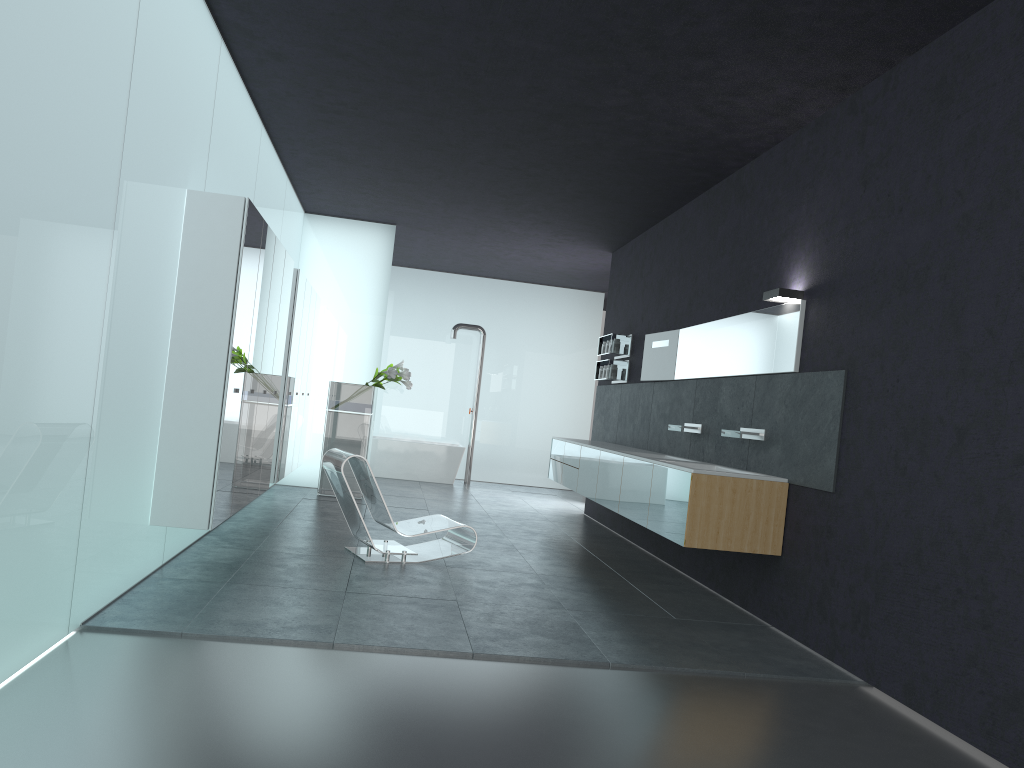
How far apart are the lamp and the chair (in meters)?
A: 3.13

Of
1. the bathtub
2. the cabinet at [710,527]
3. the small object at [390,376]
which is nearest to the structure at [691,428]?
the cabinet at [710,527]

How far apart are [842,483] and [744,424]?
1.67m

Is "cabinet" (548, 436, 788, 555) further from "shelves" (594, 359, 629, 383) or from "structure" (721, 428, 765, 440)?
"shelves" (594, 359, 629, 383)

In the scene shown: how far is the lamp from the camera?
6.52m

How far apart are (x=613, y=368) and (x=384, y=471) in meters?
5.4 m

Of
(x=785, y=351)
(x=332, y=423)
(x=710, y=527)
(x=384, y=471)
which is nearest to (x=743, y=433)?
(x=785, y=351)

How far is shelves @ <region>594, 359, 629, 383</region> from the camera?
11.2 meters

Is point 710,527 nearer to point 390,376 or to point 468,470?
point 390,376

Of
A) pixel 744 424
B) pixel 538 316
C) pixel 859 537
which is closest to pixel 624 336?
pixel 744 424
